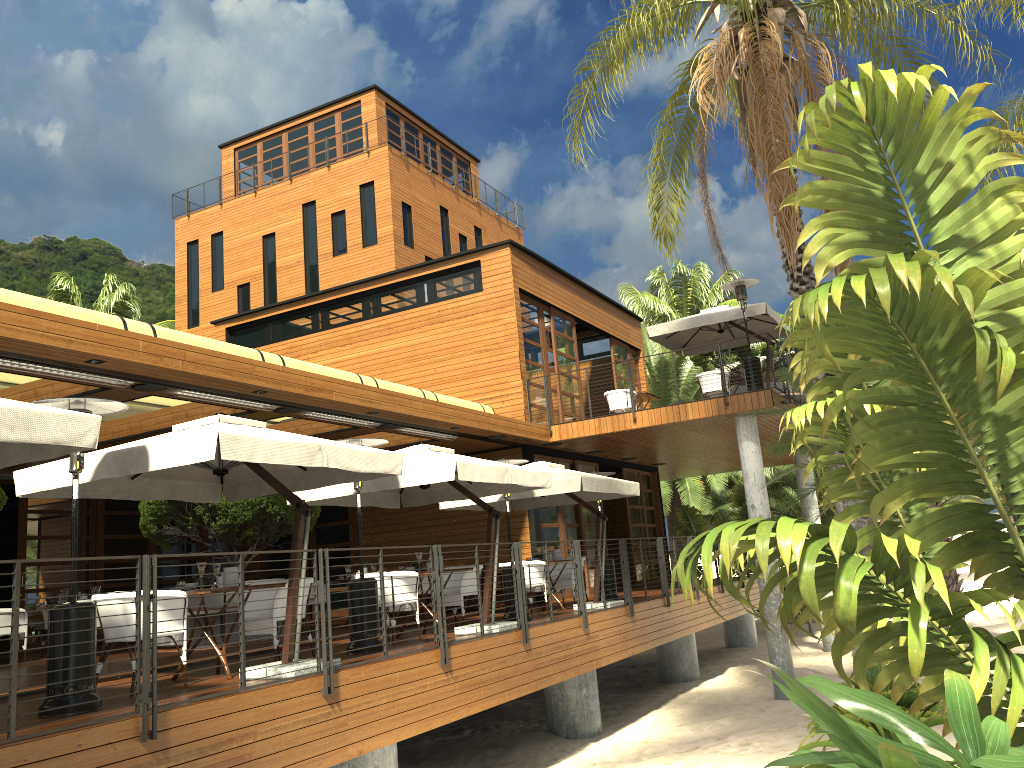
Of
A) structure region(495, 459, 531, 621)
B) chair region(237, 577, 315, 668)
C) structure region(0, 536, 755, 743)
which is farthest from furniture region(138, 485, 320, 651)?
structure region(0, 536, 755, 743)

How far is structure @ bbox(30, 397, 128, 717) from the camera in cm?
600

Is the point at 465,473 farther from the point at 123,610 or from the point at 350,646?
the point at 123,610

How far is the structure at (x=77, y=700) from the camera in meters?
6.0 m

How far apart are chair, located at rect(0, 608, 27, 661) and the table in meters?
6.6 m

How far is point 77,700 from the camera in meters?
6.0 m

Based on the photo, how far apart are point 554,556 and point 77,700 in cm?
849

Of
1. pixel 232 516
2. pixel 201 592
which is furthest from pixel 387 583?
pixel 232 516

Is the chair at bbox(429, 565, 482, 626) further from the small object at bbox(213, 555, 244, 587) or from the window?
the window

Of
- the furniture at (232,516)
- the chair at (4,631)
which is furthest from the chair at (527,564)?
the chair at (4,631)
